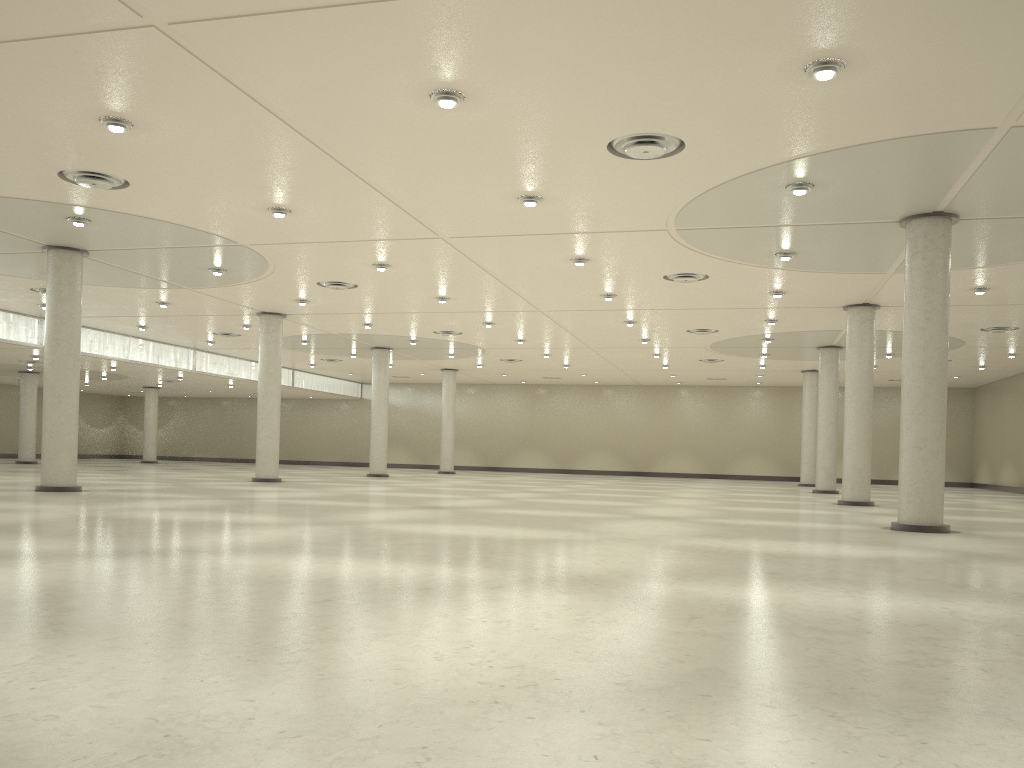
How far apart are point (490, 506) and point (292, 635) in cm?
3155
